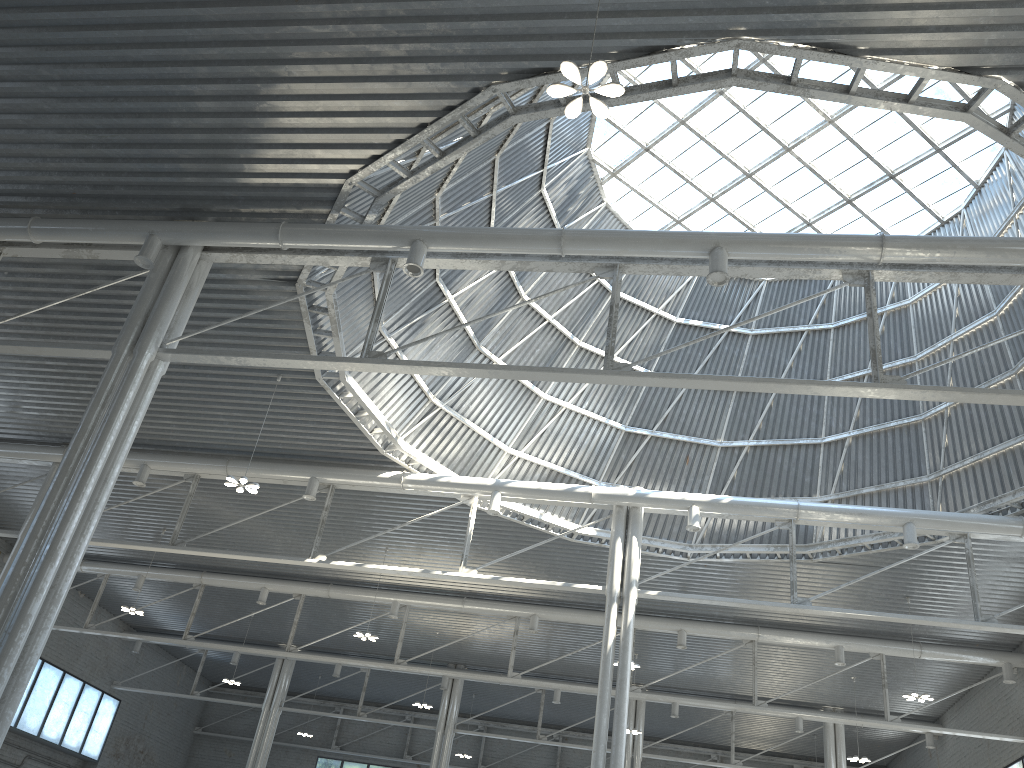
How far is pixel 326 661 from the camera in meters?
43.1

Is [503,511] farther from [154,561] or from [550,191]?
[154,561]

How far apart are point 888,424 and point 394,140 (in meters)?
22.80
